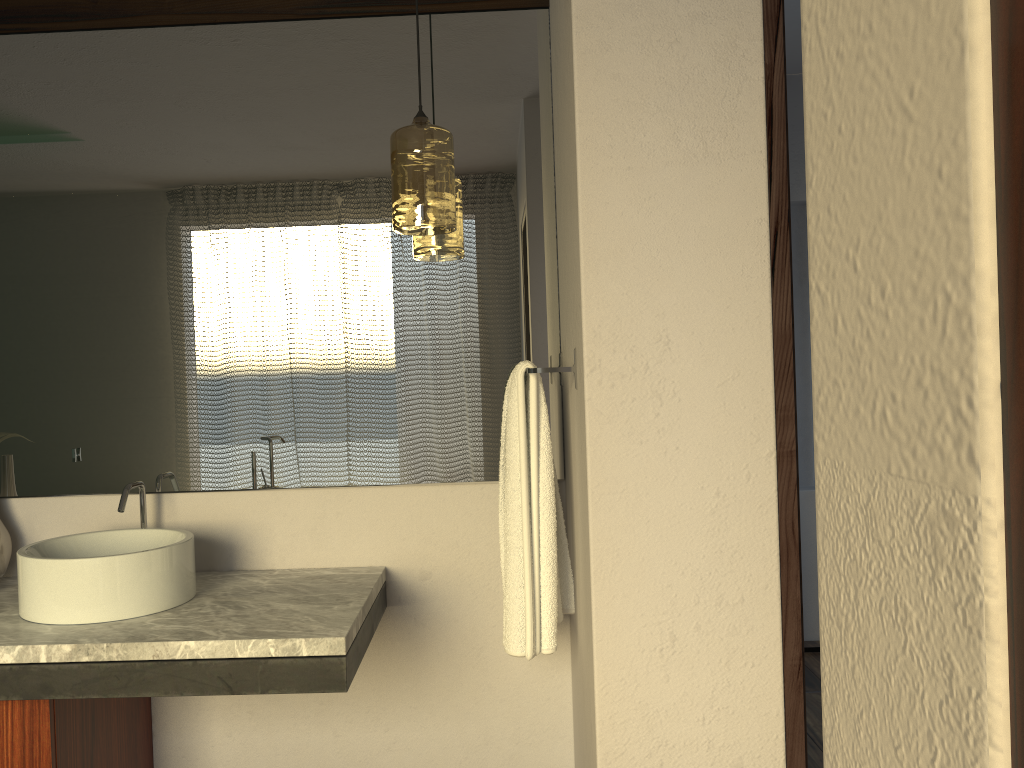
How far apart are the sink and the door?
1.7m

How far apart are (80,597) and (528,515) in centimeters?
89cm

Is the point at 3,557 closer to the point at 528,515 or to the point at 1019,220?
the point at 528,515

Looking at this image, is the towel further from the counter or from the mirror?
the counter

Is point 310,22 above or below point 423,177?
above

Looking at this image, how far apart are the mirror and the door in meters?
1.9 m

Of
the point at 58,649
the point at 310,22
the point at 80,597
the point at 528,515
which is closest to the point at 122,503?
the point at 80,597

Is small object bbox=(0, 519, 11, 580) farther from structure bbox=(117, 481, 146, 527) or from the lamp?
the lamp

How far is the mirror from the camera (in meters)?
2.15

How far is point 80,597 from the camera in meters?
1.7 m
